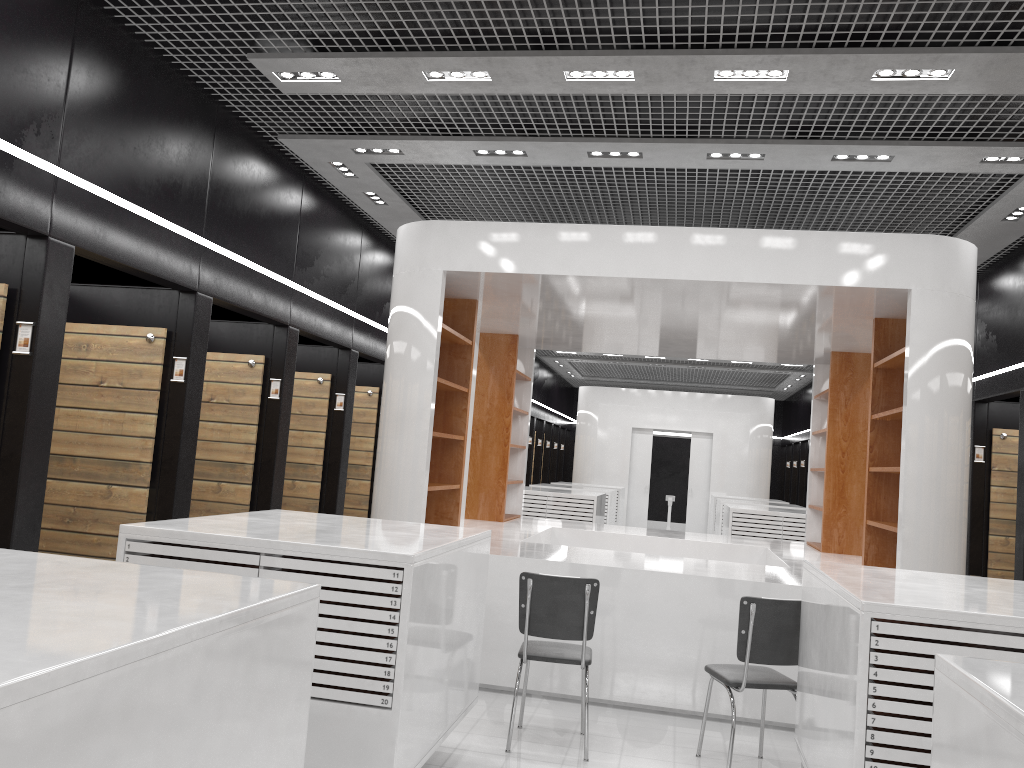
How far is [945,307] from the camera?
5.9 meters

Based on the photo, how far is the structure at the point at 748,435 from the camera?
18.8 meters

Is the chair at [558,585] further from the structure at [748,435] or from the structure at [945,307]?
the structure at [748,435]

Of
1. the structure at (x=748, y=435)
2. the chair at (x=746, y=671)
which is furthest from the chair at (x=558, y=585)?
the structure at (x=748, y=435)

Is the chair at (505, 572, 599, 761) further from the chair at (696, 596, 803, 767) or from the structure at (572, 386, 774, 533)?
the structure at (572, 386, 774, 533)

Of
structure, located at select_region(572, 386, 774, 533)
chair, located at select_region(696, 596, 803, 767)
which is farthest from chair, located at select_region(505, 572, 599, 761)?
structure, located at select_region(572, 386, 774, 533)

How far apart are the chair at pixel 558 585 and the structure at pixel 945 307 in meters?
0.7 m

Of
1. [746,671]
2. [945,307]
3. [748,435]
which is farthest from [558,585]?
[748,435]

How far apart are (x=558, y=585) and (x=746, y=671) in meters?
1.1 m

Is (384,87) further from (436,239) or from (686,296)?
(686,296)
